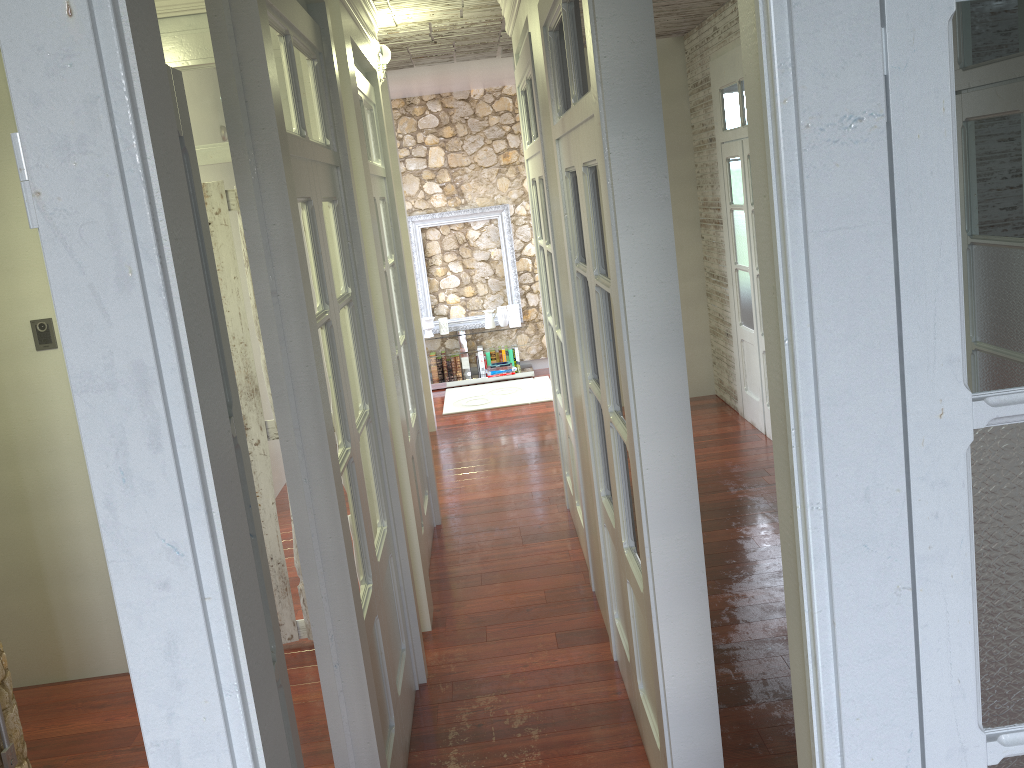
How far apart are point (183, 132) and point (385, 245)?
3.23m

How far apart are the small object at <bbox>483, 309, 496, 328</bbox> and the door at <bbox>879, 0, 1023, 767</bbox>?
8.2m

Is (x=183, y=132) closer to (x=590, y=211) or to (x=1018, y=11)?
(x=1018, y=11)

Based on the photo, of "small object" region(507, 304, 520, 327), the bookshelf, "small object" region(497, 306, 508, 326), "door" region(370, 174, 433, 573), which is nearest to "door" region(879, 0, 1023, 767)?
the bookshelf

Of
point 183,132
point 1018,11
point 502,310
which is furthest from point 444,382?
point 1018,11

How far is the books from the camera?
9.3 meters

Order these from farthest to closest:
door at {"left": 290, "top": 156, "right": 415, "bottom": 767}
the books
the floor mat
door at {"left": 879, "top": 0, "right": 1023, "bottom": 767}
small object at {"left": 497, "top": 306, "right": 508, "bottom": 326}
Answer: the books
small object at {"left": 497, "top": 306, "right": 508, "bottom": 326}
the floor mat
door at {"left": 290, "top": 156, "right": 415, "bottom": 767}
door at {"left": 879, "top": 0, "right": 1023, "bottom": 767}

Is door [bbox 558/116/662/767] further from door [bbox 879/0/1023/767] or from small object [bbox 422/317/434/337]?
small object [bbox 422/317/434/337]

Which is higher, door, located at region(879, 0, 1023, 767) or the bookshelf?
door, located at region(879, 0, 1023, 767)

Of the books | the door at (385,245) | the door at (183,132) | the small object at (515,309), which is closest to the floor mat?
the books
